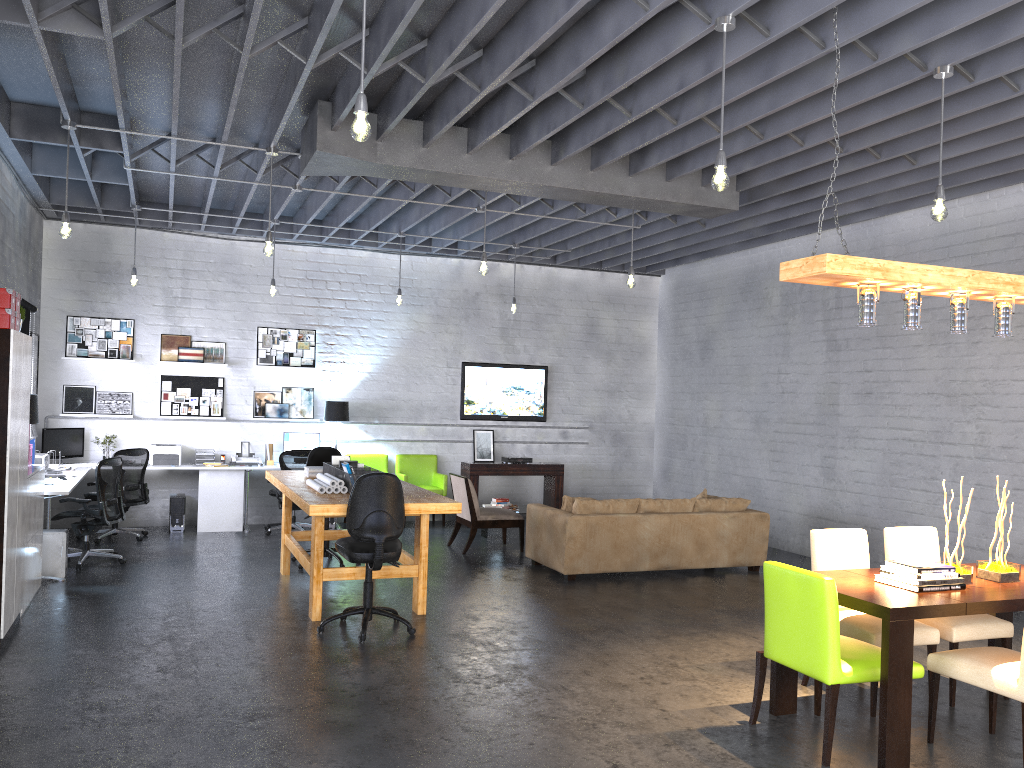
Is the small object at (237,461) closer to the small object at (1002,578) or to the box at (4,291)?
the box at (4,291)

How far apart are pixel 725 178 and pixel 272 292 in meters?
6.8

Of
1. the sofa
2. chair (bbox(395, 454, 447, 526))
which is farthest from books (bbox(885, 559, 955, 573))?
chair (bbox(395, 454, 447, 526))

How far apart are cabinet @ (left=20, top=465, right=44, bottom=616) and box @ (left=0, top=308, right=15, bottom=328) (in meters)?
1.51

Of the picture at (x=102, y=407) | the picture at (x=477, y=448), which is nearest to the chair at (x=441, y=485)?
the picture at (x=477, y=448)

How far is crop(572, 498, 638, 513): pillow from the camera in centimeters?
856cm

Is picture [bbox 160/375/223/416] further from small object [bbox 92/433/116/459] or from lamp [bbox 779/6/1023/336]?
lamp [bbox 779/6/1023/336]

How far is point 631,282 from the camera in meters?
8.4

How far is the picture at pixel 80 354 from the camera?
10.6m

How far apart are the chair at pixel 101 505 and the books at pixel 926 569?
6.8m
